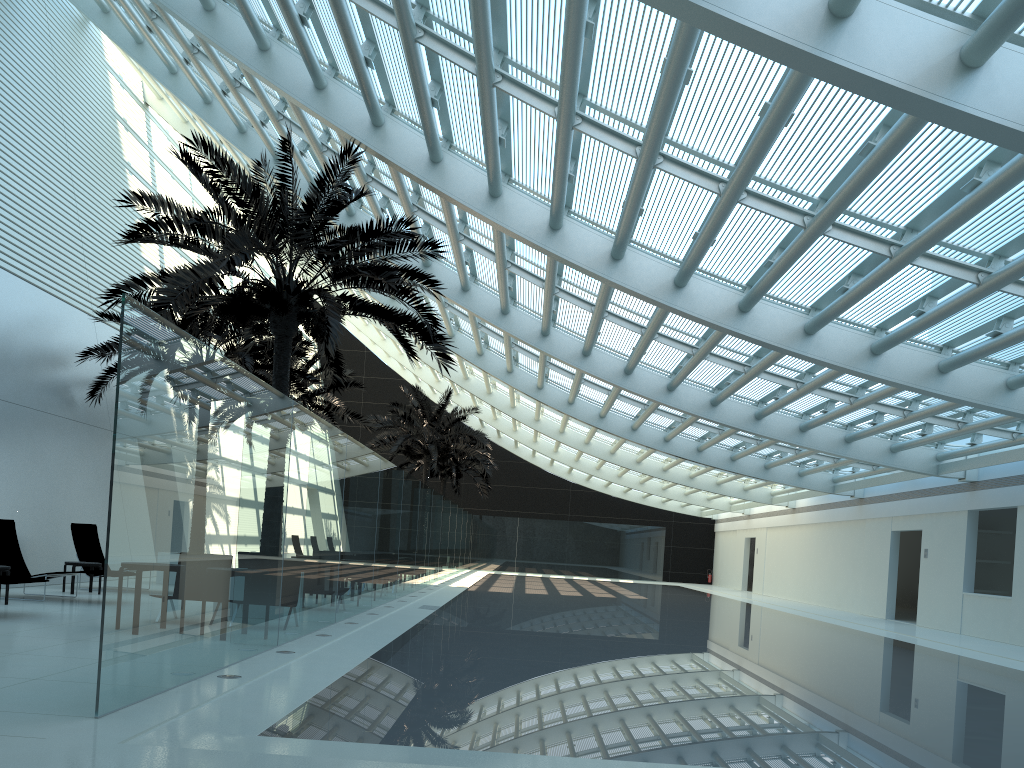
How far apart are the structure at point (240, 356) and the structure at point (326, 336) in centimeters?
181cm

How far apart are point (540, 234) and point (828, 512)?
17.74m

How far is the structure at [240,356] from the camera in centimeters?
1748cm

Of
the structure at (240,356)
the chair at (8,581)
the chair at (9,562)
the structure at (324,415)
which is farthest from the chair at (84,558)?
the structure at (324,415)

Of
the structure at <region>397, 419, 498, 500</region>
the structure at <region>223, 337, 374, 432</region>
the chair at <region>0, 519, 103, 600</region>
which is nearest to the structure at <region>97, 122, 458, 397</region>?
the chair at <region>0, 519, 103, 600</region>

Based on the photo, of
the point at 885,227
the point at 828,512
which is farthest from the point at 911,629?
the point at 885,227

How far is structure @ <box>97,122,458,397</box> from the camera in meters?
11.5 m

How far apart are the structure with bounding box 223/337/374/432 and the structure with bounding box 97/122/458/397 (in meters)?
8.82

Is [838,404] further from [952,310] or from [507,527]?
[507,527]

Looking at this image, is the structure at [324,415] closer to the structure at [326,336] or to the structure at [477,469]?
the structure at [326,336]
